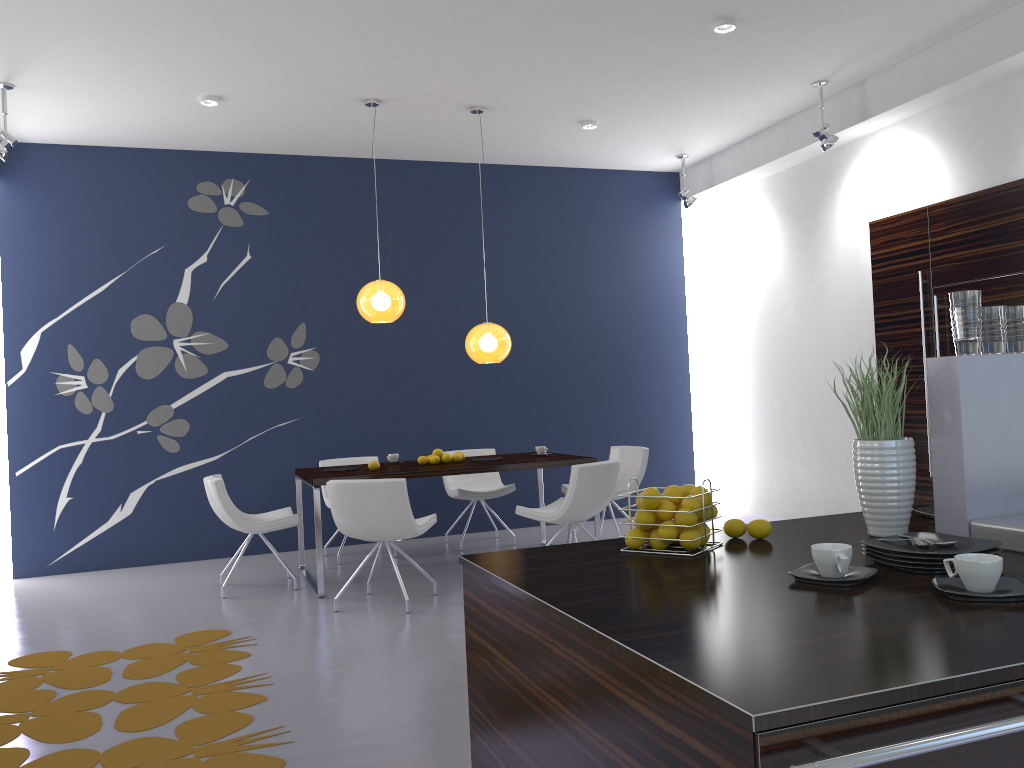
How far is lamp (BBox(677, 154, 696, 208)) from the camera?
8.5m

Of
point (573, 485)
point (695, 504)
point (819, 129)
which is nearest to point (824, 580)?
point (695, 504)

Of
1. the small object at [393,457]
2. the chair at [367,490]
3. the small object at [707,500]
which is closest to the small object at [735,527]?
the small object at [707,500]

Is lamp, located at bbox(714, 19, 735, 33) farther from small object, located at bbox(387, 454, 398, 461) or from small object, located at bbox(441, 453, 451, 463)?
small object, located at bbox(387, 454, 398, 461)

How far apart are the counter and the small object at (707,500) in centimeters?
12cm

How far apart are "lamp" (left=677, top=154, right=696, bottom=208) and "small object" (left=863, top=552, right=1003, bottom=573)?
7.0 meters

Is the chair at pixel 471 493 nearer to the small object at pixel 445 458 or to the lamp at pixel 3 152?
the small object at pixel 445 458

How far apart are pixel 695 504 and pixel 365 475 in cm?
404

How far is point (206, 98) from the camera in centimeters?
630cm

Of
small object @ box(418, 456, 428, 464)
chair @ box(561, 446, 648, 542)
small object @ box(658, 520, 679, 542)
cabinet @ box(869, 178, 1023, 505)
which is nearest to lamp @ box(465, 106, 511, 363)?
small object @ box(418, 456, 428, 464)
